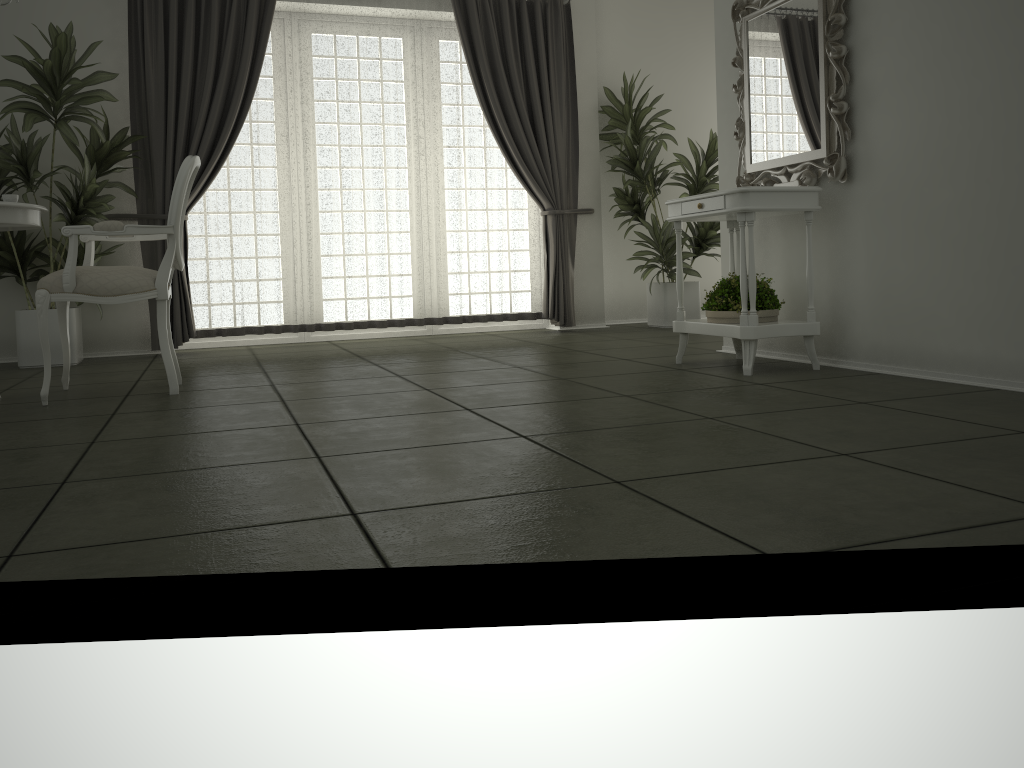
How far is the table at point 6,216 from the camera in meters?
3.5 m

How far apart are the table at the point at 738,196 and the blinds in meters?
2.4 m

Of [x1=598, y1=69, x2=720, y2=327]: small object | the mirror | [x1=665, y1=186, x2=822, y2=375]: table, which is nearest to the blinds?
[x1=598, y1=69, x2=720, y2=327]: small object

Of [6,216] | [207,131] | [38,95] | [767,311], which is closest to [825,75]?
[767,311]

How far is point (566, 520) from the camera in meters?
1.7

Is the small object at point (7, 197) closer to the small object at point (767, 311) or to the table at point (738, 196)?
the table at point (738, 196)

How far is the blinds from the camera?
5.86m

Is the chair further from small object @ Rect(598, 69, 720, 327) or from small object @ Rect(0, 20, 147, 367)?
small object @ Rect(598, 69, 720, 327)

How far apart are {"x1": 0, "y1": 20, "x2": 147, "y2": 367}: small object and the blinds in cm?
6

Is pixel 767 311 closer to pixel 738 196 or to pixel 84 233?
pixel 738 196
